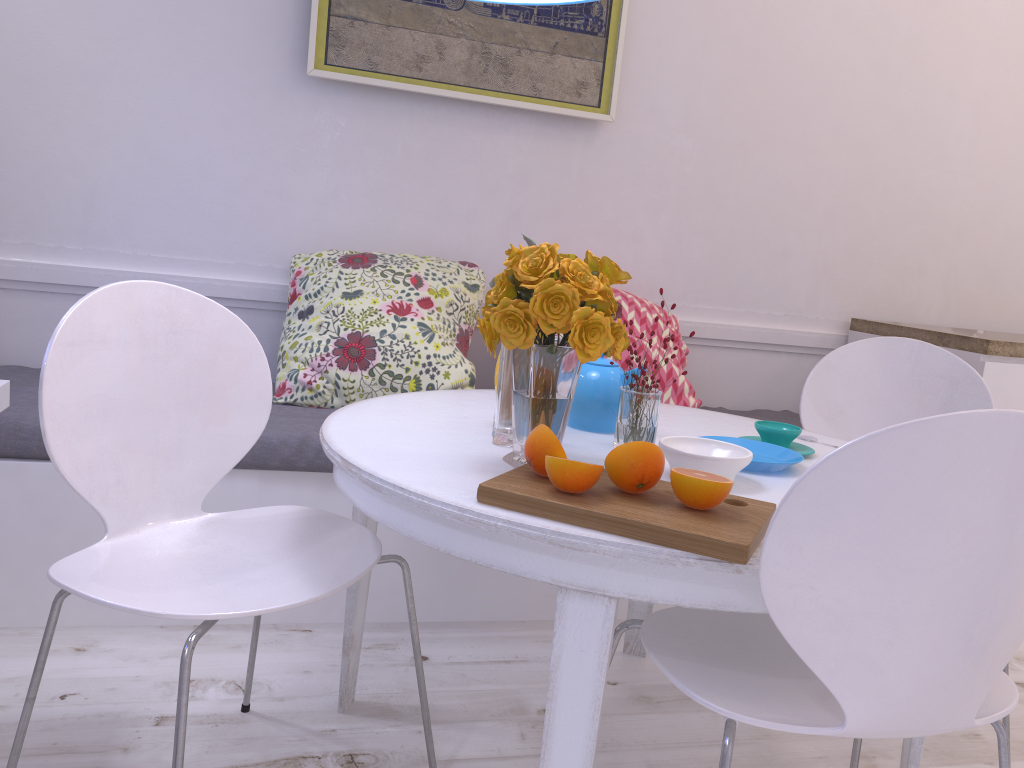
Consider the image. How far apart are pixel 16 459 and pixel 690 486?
1.6 meters

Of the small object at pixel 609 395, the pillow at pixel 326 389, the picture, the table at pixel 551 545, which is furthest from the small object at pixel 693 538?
the picture

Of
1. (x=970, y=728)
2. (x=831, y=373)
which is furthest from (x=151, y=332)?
(x=970, y=728)

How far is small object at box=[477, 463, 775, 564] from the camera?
1.03m

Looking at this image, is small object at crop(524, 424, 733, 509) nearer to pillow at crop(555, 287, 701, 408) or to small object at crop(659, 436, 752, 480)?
small object at crop(659, 436, 752, 480)

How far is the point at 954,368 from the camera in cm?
215

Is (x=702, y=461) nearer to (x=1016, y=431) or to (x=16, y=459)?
(x=1016, y=431)

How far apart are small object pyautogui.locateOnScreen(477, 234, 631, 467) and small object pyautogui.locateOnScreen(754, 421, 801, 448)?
0.4m

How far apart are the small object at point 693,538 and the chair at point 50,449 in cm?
31

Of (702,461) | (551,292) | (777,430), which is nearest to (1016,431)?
(702,461)
